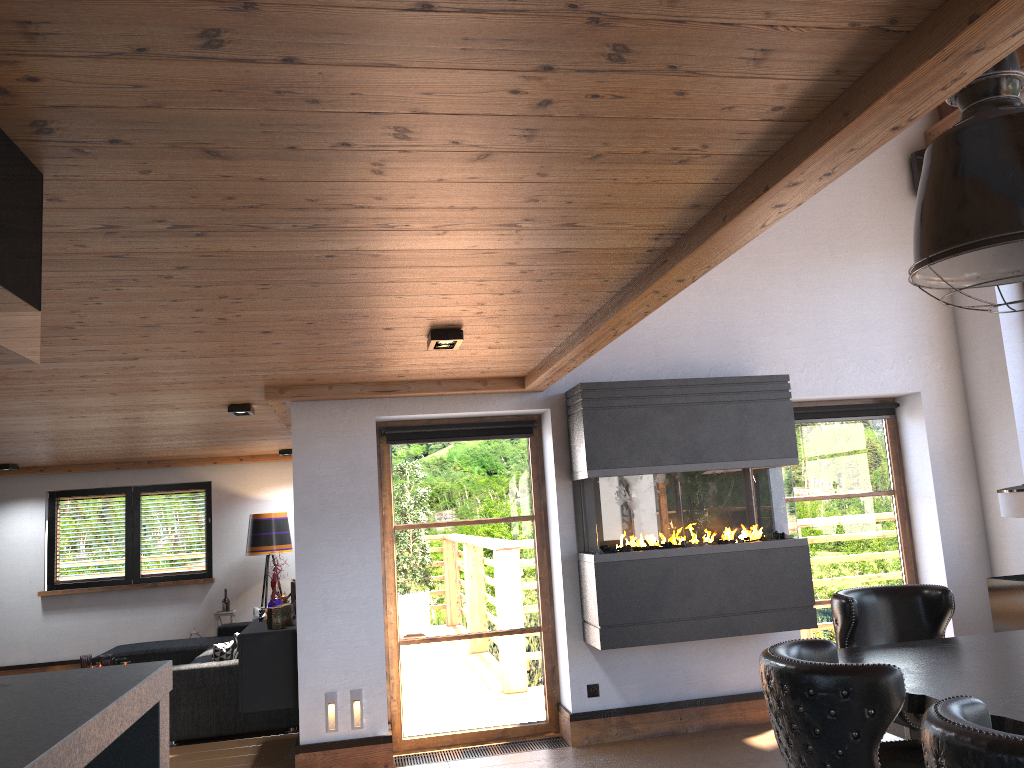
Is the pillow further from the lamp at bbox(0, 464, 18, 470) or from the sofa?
the lamp at bbox(0, 464, 18, 470)

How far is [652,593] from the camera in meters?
5.5

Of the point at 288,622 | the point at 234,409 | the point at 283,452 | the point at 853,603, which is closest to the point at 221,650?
the point at 288,622

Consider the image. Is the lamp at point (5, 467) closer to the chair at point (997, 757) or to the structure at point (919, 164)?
the structure at point (919, 164)

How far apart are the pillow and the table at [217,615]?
3.5m

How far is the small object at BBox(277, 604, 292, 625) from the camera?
5.8m

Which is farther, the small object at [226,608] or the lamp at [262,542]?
the small object at [226,608]

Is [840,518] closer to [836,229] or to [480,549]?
[836,229]

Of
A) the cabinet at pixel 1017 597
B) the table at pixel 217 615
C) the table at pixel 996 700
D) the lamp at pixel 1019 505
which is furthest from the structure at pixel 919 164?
the table at pixel 217 615

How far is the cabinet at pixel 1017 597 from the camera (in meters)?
5.60
